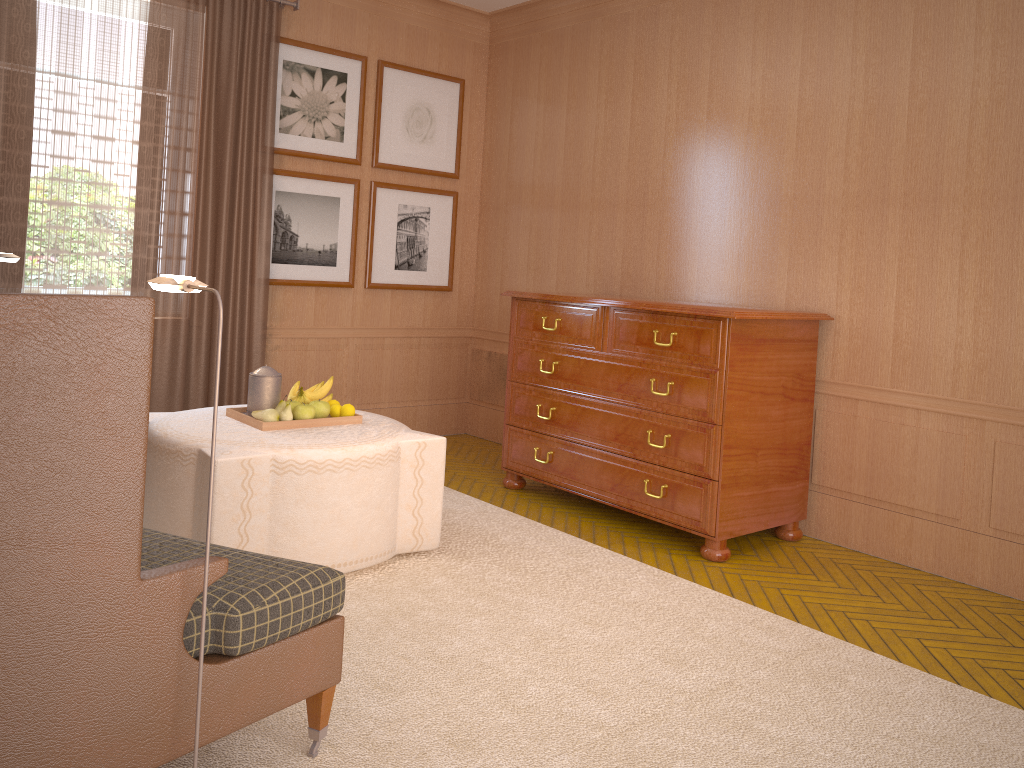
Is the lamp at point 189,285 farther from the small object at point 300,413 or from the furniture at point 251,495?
the small object at point 300,413

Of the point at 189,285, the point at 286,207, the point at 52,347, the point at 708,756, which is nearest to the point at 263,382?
the point at 189,285

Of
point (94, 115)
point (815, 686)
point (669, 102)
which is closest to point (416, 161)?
point (669, 102)

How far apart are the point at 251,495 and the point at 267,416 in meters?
0.8

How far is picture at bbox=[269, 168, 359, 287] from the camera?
9.4 meters

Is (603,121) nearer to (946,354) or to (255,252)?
(255,252)

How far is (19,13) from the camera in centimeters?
750cm

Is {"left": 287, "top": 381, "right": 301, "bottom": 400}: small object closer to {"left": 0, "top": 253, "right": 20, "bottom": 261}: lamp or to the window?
{"left": 0, "top": 253, "right": 20, "bottom": 261}: lamp

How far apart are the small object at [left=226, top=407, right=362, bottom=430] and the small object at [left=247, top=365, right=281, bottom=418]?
0.1m

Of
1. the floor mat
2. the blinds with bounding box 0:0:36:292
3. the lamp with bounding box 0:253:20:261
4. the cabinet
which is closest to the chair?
the floor mat
